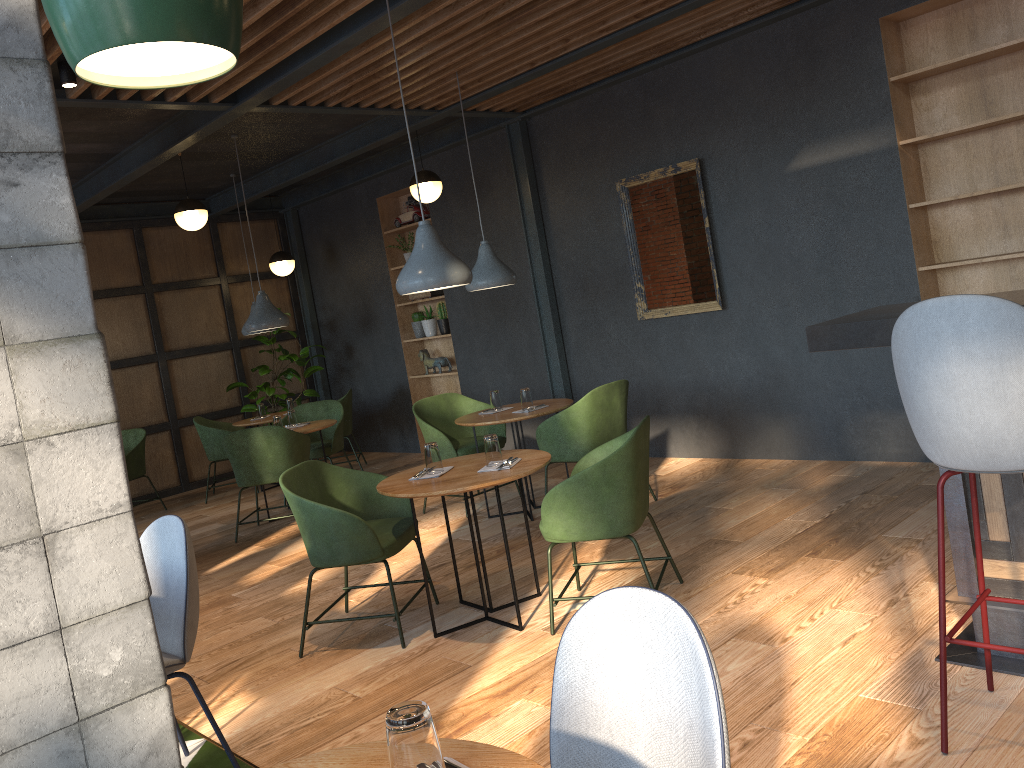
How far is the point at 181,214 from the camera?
7.25m

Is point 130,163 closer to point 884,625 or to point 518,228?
point 518,228

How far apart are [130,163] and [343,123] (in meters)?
1.70

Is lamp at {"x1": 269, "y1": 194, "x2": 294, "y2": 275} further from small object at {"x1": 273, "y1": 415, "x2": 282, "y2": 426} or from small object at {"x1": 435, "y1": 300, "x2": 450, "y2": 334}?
small object at {"x1": 273, "y1": 415, "x2": 282, "y2": 426}

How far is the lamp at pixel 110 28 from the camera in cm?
93

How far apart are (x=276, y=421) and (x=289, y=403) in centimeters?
176cm

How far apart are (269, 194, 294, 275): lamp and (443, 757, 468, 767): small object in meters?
8.5 m

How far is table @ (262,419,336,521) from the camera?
7.0 meters

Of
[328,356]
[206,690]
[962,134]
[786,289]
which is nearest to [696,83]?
[786,289]

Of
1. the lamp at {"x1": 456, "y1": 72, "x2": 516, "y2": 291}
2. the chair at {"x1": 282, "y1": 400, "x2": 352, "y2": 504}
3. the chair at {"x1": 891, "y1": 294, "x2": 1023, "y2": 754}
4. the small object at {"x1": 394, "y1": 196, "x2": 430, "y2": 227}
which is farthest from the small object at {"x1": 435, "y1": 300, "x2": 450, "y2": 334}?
the chair at {"x1": 891, "y1": 294, "x2": 1023, "y2": 754}
